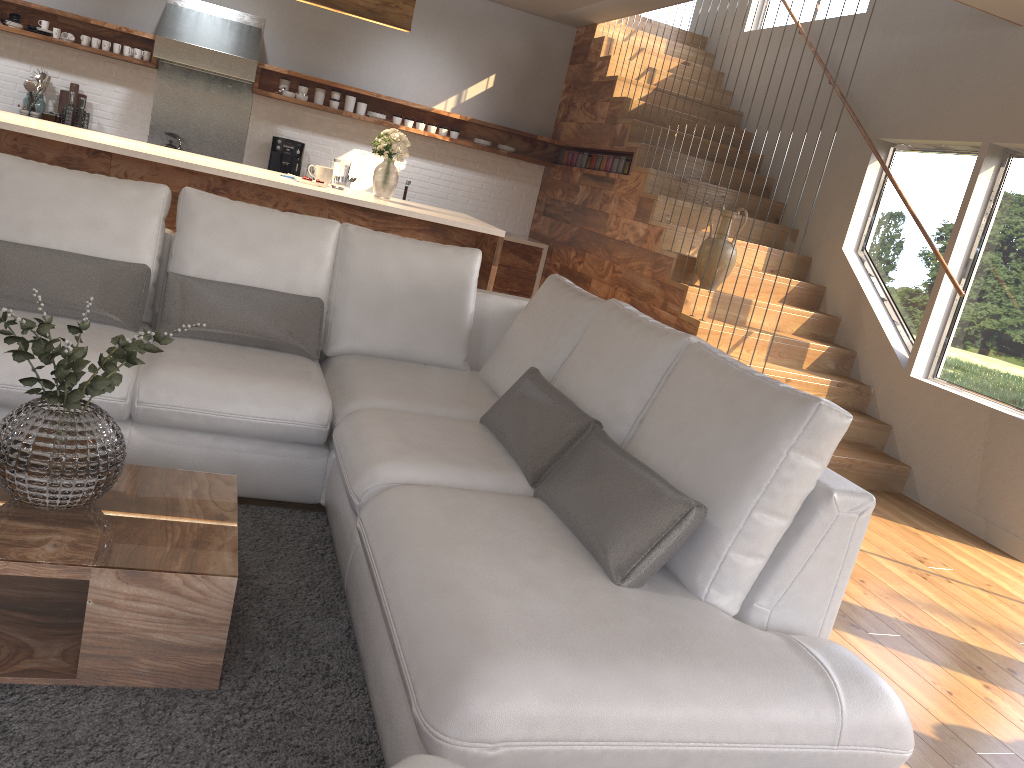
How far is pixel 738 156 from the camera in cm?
733

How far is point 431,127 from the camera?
8.1m

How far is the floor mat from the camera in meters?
1.8 m

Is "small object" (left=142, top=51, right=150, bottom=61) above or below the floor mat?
above

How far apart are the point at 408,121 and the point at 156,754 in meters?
7.0 m

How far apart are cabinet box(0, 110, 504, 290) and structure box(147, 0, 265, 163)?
1.93m

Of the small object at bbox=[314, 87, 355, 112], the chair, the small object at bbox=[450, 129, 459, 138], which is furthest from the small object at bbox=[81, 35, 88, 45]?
the chair

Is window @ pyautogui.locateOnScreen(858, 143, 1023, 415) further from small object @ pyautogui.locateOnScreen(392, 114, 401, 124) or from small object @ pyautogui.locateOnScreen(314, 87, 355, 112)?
small object @ pyautogui.locateOnScreen(314, 87, 355, 112)

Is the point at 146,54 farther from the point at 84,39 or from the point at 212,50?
the point at 212,50

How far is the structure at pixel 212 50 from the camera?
7.0m
